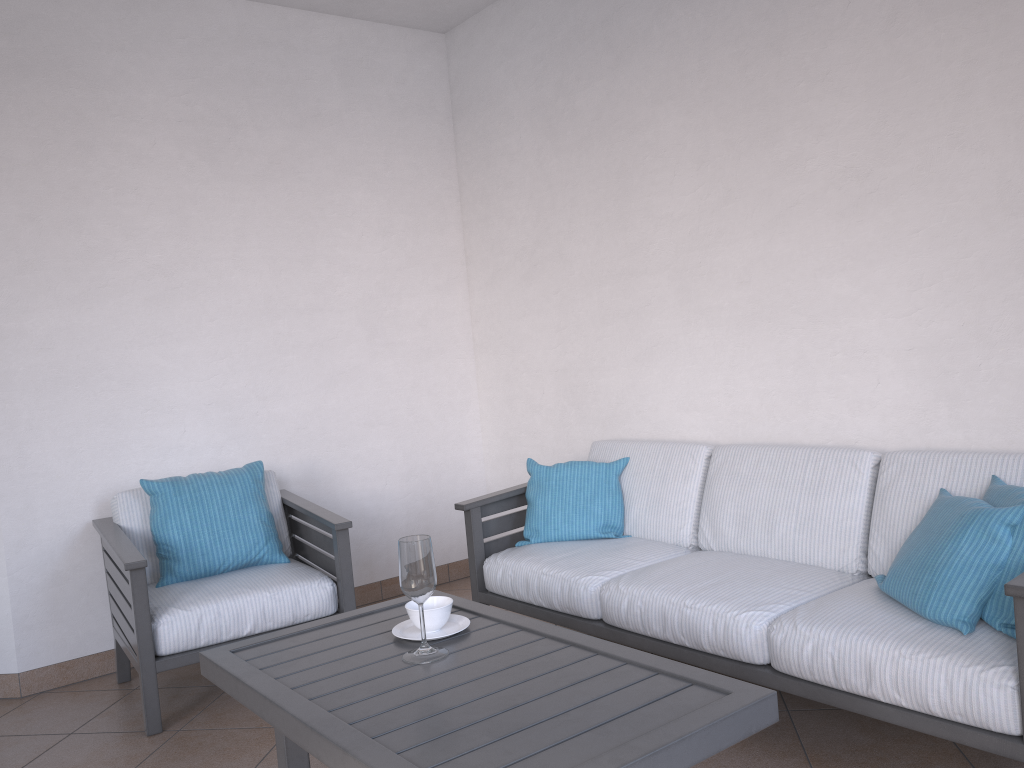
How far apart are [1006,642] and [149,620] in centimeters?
254cm

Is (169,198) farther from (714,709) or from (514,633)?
(714,709)

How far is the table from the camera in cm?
158

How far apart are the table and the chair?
0.8m

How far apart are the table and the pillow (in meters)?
0.67

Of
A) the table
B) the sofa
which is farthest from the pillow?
the table

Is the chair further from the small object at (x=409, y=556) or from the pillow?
the pillow

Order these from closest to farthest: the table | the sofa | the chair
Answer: the table < the sofa < the chair

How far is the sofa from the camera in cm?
204

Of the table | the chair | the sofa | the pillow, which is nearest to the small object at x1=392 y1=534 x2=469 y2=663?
the table
